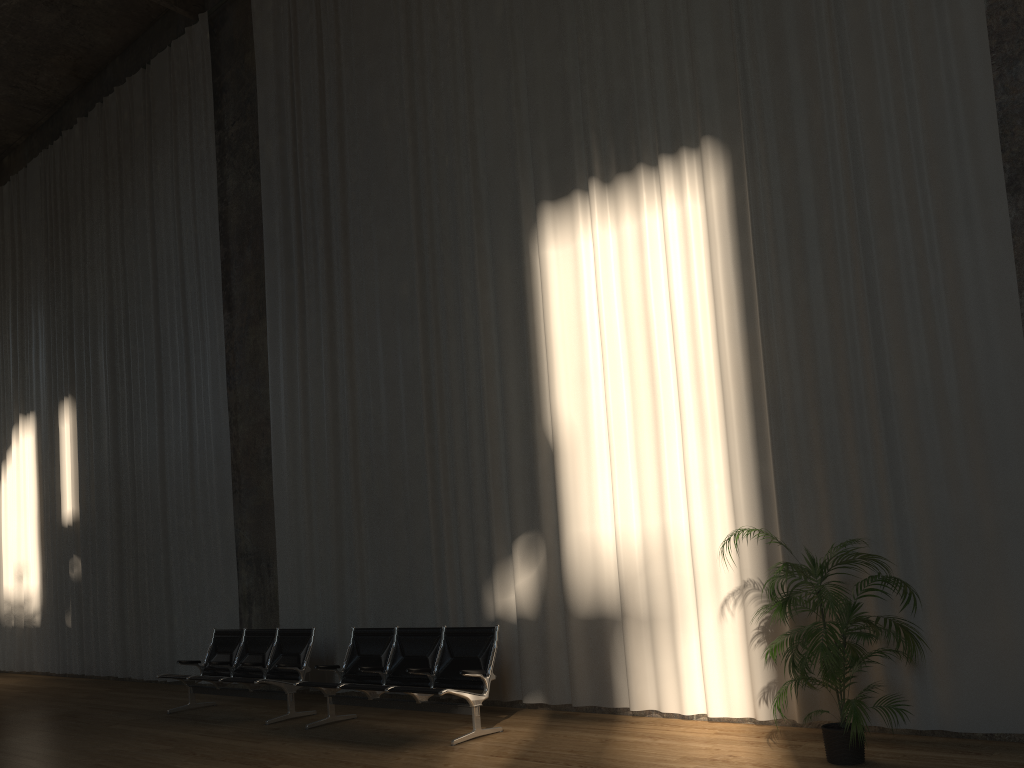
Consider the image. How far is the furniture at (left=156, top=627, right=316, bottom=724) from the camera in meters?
8.2 m

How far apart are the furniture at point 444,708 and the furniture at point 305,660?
0.58m

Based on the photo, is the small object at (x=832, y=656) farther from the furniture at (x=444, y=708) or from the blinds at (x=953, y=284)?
Result: the furniture at (x=444, y=708)

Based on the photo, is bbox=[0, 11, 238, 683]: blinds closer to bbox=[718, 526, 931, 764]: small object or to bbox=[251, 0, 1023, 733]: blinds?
bbox=[251, 0, 1023, 733]: blinds

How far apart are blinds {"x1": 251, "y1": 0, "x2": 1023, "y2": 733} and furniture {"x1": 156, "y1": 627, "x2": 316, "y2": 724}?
0.65m

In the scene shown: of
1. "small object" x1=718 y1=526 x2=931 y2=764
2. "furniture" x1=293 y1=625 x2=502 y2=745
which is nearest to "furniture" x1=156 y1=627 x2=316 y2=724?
"furniture" x1=293 y1=625 x2=502 y2=745

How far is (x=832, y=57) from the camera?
6.4 meters

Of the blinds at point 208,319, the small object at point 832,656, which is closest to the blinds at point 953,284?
the small object at point 832,656

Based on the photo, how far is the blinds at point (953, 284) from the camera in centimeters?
565cm

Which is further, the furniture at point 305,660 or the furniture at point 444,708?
the furniture at point 305,660
